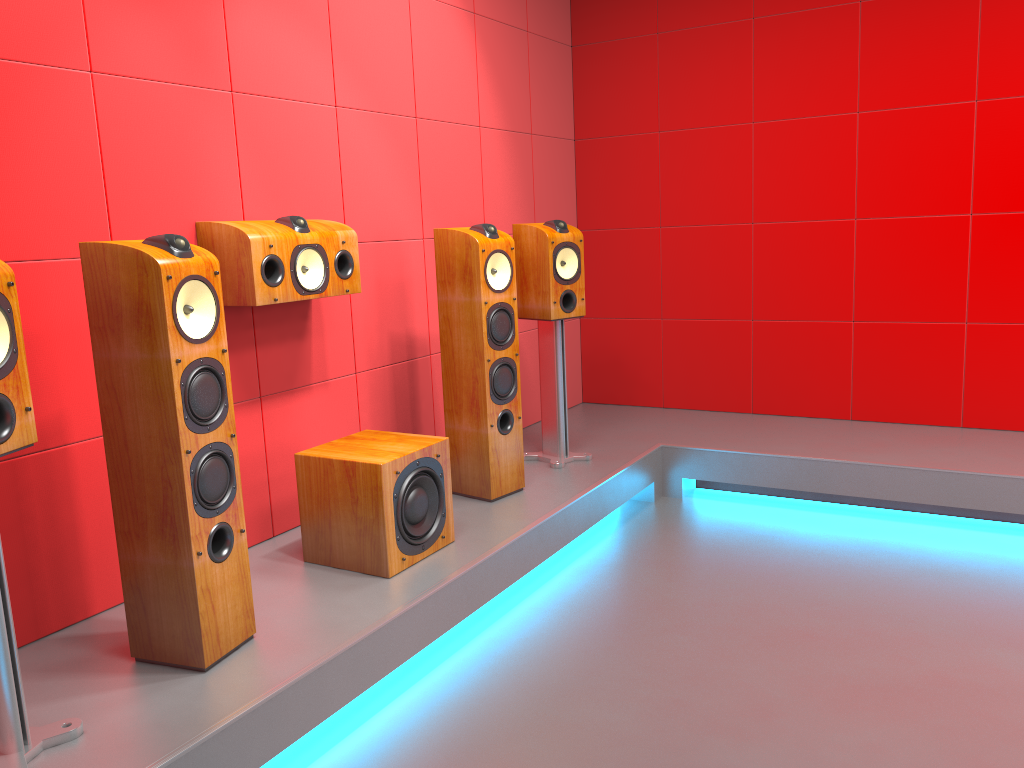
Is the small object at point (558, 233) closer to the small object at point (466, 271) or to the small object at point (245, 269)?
the small object at point (466, 271)

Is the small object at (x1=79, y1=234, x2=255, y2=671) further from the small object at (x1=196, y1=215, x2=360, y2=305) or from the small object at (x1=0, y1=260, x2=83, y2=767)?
the small object at (x1=196, y1=215, x2=360, y2=305)

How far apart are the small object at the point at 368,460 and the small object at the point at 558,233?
1.0m

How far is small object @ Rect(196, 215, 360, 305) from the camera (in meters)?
2.67

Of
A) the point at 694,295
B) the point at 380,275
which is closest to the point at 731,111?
the point at 694,295

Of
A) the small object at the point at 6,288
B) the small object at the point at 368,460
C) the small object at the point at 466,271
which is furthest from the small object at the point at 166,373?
the small object at the point at 466,271

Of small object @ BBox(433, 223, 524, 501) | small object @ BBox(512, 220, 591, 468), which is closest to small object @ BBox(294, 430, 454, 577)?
→ small object @ BBox(433, 223, 524, 501)

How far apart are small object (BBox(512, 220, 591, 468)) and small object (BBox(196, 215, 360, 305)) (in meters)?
0.93

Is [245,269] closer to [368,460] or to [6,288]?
[368,460]

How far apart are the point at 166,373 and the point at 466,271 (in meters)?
1.45
